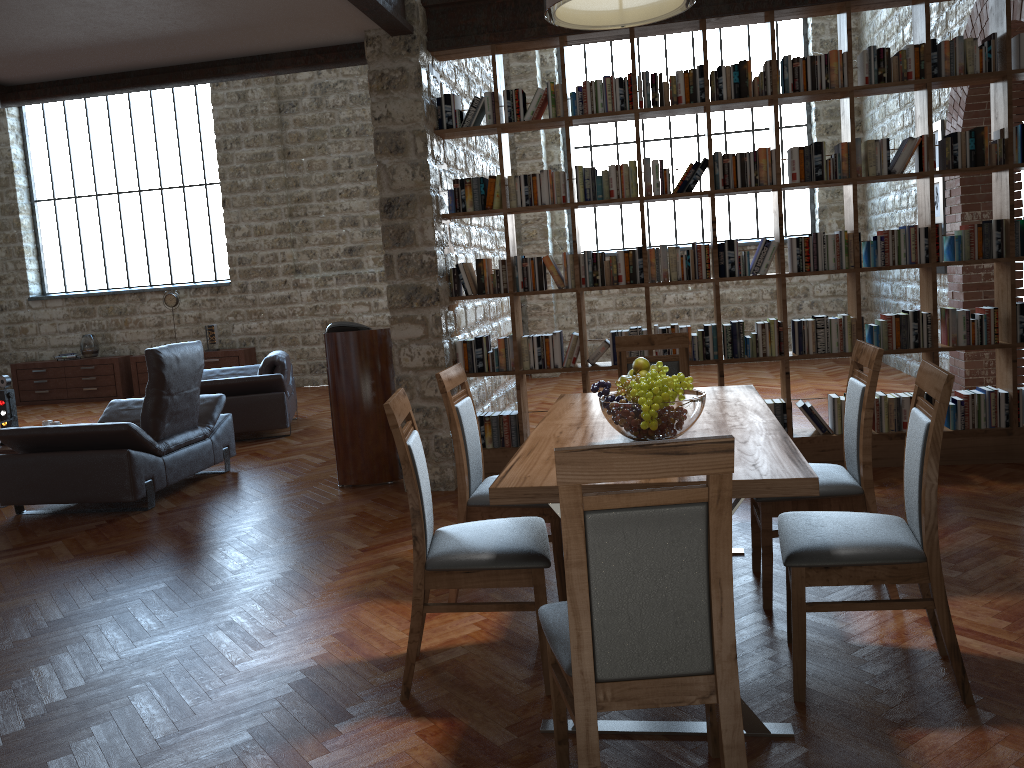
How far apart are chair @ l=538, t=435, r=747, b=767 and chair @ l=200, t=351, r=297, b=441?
6.2 meters

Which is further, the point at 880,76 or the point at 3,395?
the point at 3,395

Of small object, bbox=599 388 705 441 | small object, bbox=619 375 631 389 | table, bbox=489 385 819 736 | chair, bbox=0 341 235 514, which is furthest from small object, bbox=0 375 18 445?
small object, bbox=599 388 705 441

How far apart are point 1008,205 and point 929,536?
3.4m

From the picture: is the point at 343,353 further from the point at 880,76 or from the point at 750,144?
the point at 750,144

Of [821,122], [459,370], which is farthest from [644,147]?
[459,370]

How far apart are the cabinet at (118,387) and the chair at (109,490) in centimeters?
584cm

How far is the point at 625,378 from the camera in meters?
3.6

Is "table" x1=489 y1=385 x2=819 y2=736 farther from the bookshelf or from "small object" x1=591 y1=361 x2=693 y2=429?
the bookshelf

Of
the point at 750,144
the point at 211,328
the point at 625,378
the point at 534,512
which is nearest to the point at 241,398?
the point at 211,328
